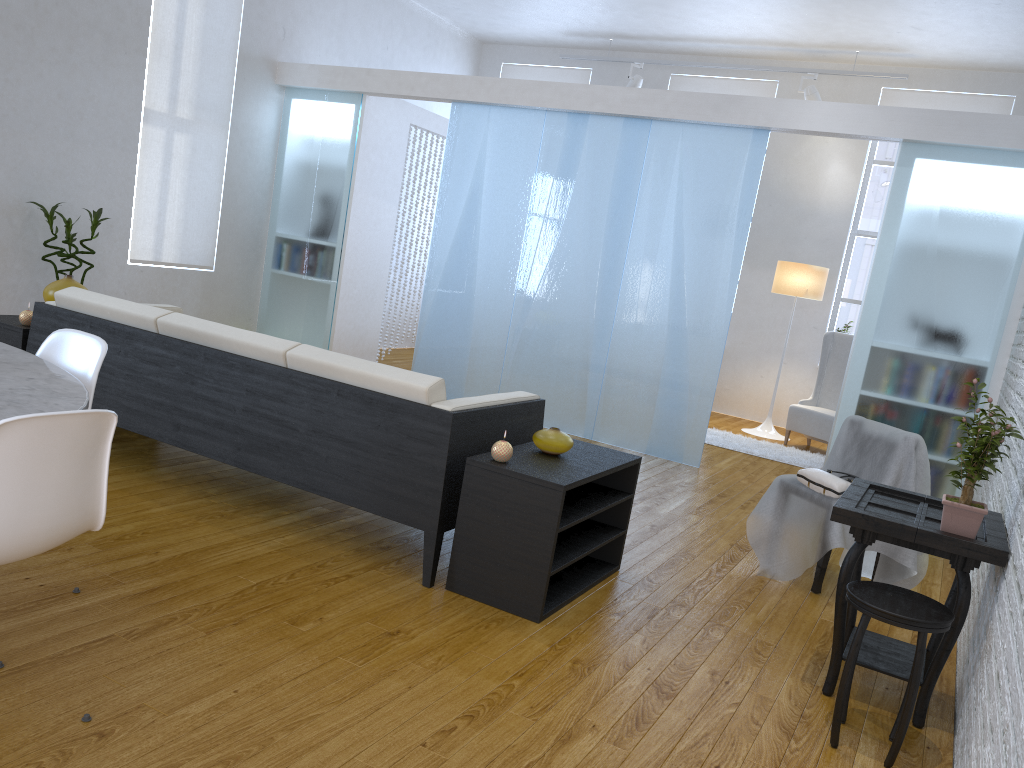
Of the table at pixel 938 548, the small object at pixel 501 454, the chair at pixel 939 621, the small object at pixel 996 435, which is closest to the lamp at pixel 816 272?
the table at pixel 938 548

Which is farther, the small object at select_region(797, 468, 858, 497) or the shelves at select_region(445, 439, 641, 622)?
the small object at select_region(797, 468, 858, 497)

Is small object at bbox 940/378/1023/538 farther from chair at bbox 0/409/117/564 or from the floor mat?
the floor mat

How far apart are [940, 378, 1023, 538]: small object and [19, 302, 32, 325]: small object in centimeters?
367cm

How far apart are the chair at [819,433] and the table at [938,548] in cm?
416

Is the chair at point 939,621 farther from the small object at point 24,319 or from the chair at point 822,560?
the small object at point 24,319

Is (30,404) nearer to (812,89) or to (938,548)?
(938,548)

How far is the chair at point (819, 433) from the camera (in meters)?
6.93

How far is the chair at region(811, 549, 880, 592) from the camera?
3.5 meters

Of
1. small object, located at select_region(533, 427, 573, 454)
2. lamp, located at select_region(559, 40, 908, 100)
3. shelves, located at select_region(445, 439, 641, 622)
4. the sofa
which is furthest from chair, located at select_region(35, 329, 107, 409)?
lamp, located at select_region(559, 40, 908, 100)
